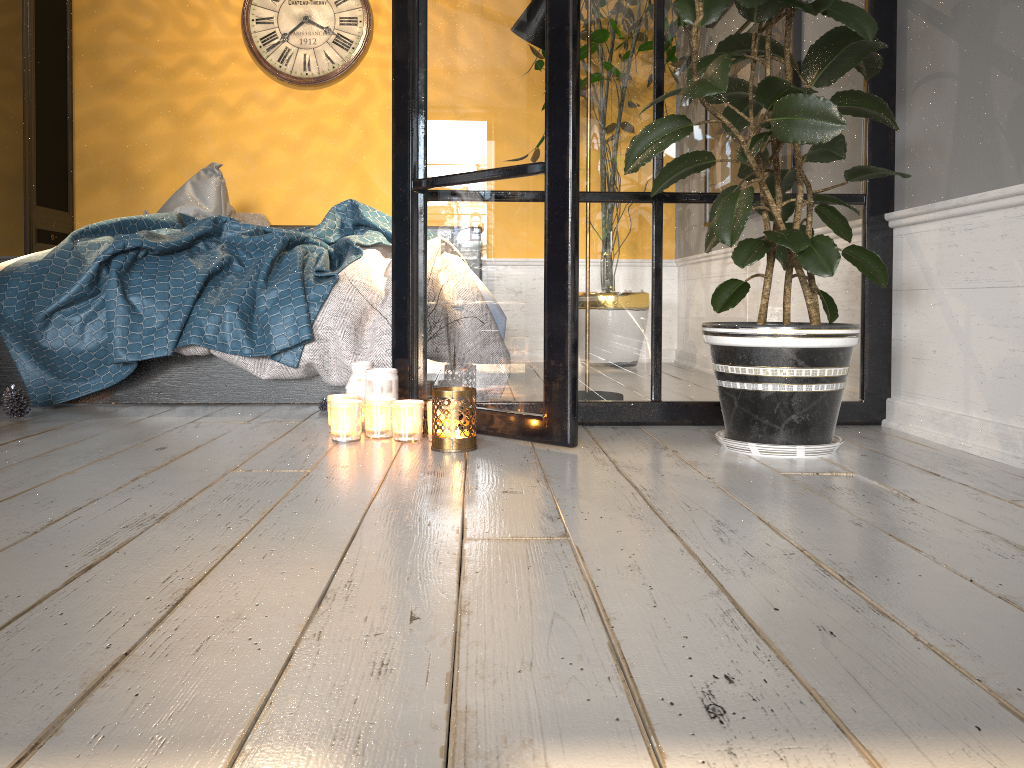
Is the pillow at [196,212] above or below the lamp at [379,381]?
above

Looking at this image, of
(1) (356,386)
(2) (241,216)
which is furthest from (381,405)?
(2) (241,216)

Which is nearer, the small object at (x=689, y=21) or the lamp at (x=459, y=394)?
the small object at (x=689, y=21)

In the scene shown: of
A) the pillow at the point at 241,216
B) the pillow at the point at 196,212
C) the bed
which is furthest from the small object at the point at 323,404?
the pillow at the point at 241,216

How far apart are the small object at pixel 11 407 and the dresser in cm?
202

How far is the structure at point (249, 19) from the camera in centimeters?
487cm

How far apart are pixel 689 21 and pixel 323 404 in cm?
157

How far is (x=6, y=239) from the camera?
4.24m

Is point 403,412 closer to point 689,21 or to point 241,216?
point 689,21

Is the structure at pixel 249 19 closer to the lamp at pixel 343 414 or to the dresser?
the dresser
